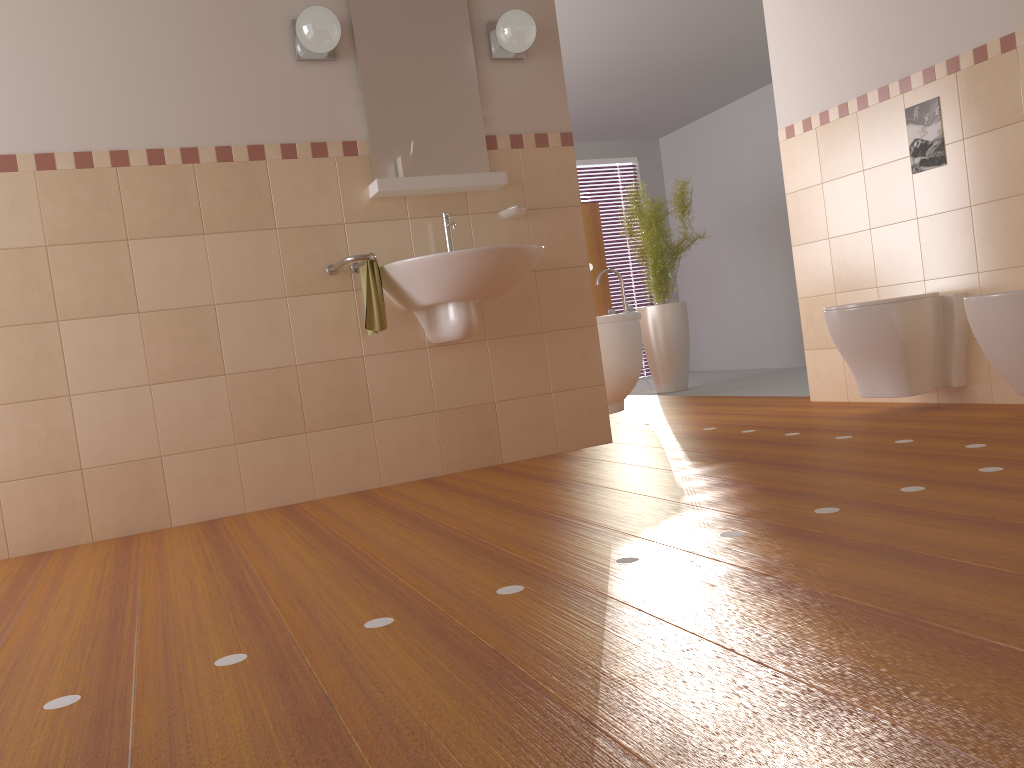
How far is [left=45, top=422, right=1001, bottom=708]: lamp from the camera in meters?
1.5 m

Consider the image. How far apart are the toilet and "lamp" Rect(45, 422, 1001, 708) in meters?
2.0 m

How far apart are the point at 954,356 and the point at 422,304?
2.18m

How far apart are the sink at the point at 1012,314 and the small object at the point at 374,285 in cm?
207

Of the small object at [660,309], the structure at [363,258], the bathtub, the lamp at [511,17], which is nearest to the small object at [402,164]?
the structure at [363,258]

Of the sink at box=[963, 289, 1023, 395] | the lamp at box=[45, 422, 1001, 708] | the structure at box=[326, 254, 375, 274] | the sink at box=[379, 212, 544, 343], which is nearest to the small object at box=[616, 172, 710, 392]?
the sink at box=[379, 212, 544, 343]

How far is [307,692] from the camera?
1.4m

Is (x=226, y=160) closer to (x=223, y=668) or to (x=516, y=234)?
(x=516, y=234)

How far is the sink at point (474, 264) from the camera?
3.2m

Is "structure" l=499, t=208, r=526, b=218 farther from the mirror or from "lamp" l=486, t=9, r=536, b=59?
"lamp" l=486, t=9, r=536, b=59
